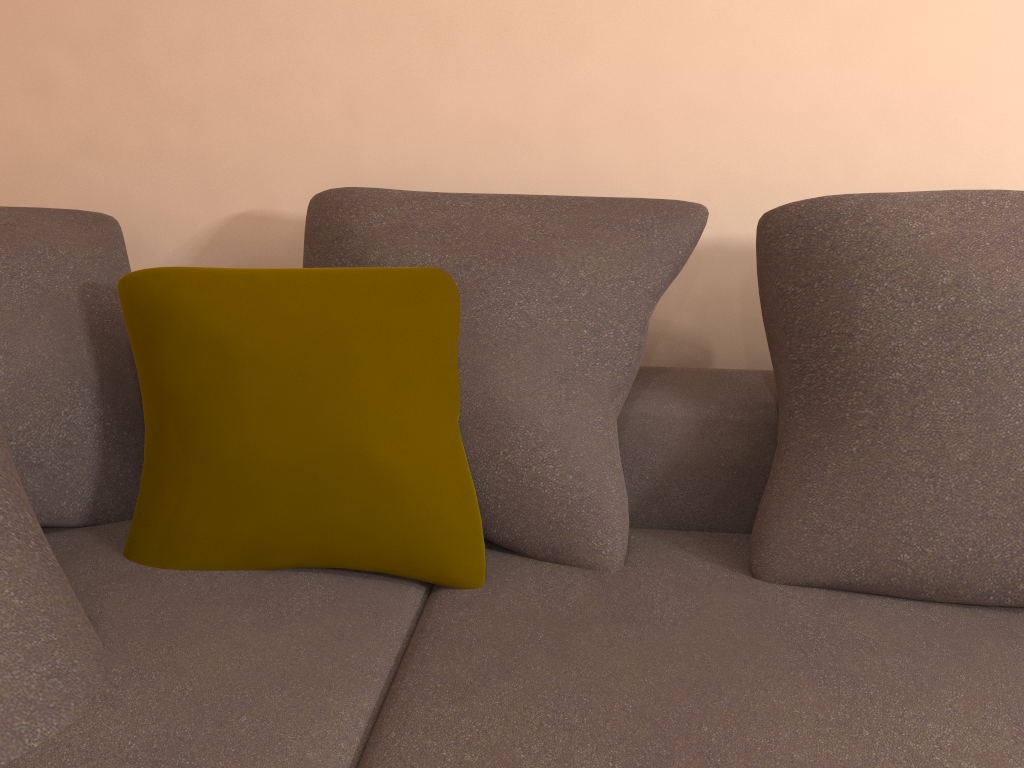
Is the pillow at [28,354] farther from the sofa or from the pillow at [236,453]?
the pillow at [236,453]

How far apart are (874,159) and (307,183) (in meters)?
1.18

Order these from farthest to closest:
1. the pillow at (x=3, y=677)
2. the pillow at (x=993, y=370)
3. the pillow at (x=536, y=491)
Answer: the pillow at (x=536, y=491)
the pillow at (x=993, y=370)
the pillow at (x=3, y=677)

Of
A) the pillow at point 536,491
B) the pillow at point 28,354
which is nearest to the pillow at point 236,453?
the pillow at point 536,491

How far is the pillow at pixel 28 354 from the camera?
1.4 meters

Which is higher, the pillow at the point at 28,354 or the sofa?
the pillow at the point at 28,354

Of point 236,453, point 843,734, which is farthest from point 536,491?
point 843,734

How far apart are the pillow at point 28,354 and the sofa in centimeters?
1cm

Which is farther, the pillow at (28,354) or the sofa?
the pillow at (28,354)

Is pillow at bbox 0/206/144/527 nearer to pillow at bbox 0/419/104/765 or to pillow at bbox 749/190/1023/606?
pillow at bbox 0/419/104/765
